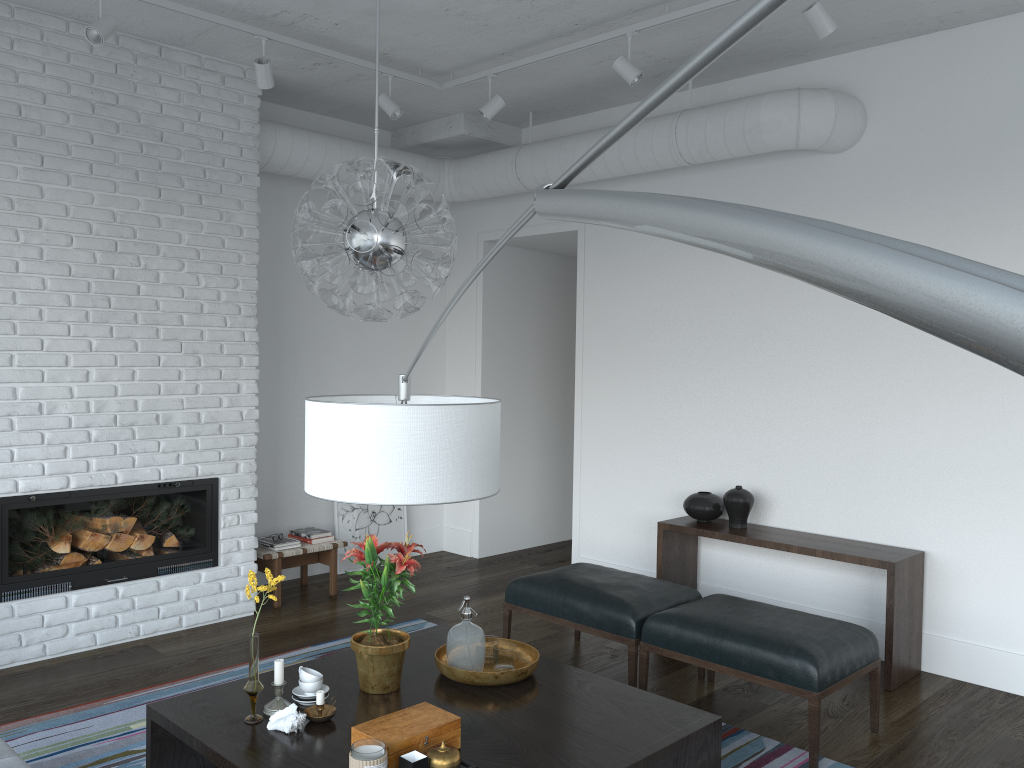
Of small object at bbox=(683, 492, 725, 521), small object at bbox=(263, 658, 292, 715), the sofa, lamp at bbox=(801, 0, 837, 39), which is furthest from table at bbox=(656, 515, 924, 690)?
the sofa

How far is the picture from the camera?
6.33m

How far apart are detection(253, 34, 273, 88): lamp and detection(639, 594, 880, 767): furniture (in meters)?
3.18

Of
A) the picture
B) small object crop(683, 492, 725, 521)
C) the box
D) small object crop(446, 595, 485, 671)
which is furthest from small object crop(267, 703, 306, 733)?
the picture

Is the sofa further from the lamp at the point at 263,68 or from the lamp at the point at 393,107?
the lamp at the point at 393,107

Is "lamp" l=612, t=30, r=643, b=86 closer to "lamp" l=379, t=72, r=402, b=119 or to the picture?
"lamp" l=379, t=72, r=402, b=119

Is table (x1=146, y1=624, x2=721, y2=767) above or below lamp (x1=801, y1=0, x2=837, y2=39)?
below

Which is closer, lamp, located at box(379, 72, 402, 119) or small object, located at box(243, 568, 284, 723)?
small object, located at box(243, 568, 284, 723)

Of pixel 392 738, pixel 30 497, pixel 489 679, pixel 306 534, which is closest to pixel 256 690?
pixel 392 738

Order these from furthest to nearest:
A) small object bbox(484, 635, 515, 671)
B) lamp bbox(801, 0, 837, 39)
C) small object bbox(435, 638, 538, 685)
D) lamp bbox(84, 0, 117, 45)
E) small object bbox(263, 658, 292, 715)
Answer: lamp bbox(84, 0, 117, 45) → lamp bbox(801, 0, 837, 39) → small object bbox(484, 635, 515, 671) → small object bbox(435, 638, 538, 685) → small object bbox(263, 658, 292, 715)
